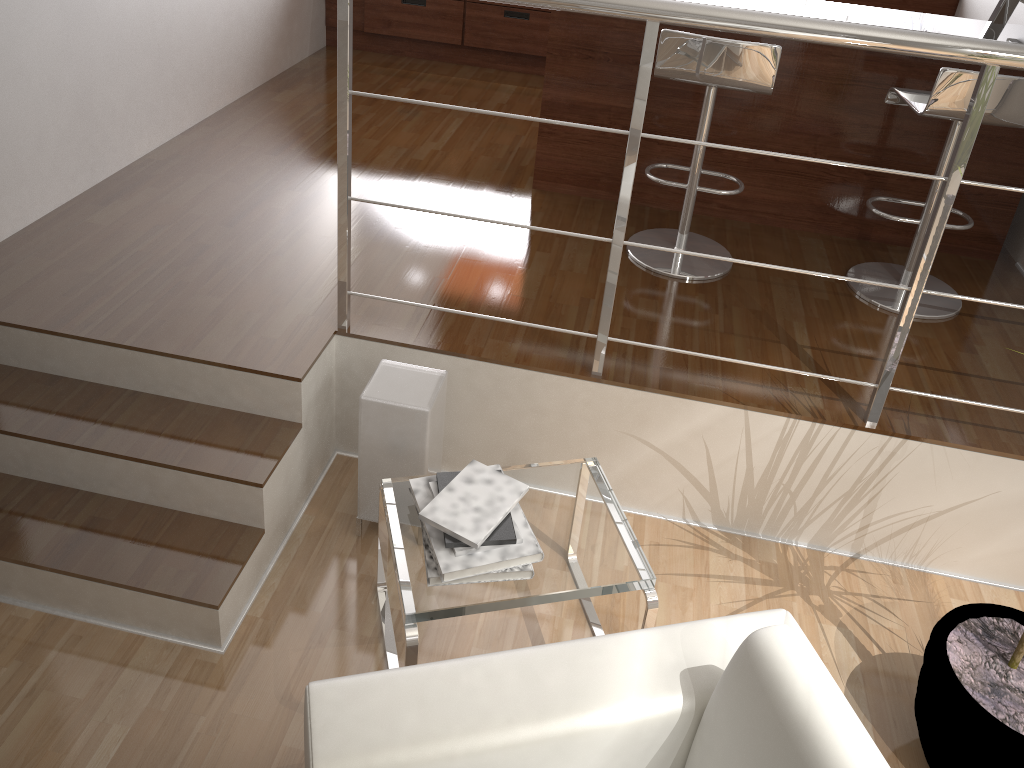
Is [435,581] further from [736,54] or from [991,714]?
[736,54]

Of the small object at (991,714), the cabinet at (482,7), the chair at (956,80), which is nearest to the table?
the small object at (991,714)

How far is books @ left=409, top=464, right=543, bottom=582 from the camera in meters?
1.9

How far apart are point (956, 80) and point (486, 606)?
1.97m

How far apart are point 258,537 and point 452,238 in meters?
1.3 m

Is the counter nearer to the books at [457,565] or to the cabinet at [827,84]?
the cabinet at [827,84]

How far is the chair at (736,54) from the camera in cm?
256

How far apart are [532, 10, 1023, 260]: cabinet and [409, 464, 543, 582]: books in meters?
1.8

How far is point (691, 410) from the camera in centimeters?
249cm

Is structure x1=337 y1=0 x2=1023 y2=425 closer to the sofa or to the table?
the table
